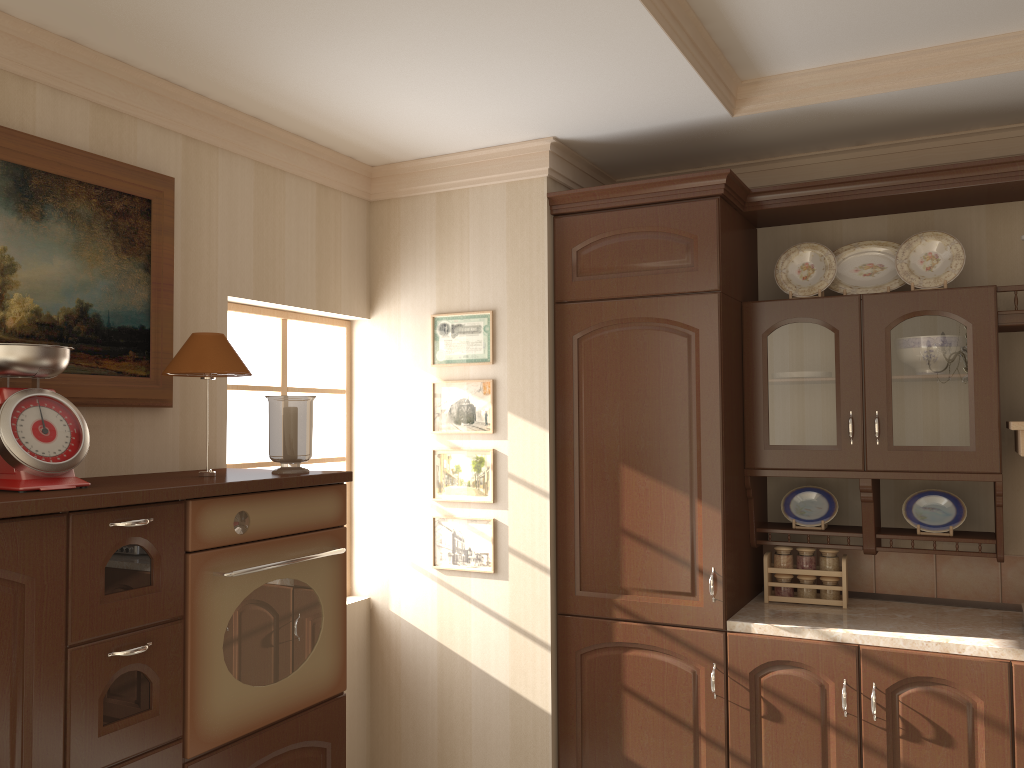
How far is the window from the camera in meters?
3.2

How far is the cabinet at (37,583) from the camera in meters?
1.7

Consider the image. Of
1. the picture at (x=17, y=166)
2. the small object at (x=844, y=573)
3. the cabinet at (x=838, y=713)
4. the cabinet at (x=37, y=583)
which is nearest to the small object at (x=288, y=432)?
the cabinet at (x=37, y=583)

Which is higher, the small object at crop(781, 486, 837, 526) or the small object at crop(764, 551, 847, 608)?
the small object at crop(781, 486, 837, 526)

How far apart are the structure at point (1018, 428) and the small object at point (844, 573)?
0.7 meters

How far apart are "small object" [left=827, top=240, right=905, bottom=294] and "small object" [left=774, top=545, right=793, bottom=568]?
0.95m

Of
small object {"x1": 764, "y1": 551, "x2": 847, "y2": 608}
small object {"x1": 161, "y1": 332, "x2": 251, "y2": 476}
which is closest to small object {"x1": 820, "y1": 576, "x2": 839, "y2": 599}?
small object {"x1": 764, "y1": 551, "x2": 847, "y2": 608}

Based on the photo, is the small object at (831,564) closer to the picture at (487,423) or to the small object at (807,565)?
the small object at (807,565)

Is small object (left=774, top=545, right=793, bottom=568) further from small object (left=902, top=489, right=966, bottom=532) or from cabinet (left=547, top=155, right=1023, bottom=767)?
small object (left=902, top=489, right=966, bottom=532)

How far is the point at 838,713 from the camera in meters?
2.7
